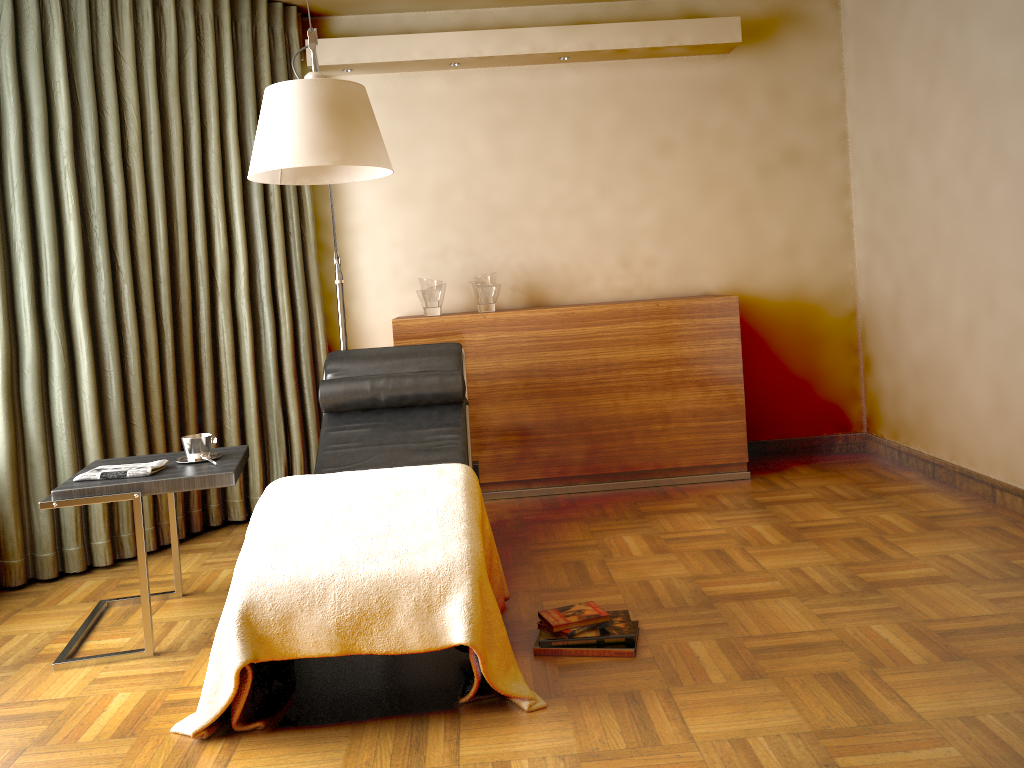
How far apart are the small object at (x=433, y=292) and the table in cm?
142

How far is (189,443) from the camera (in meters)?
2.91

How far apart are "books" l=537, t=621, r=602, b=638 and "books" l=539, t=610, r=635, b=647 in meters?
0.0

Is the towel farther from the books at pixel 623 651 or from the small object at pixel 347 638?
the books at pixel 623 651

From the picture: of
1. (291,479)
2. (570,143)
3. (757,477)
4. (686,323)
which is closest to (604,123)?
(570,143)

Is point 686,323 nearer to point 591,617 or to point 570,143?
point 570,143

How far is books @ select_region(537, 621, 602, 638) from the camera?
2.5 meters

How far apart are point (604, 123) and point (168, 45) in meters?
2.1

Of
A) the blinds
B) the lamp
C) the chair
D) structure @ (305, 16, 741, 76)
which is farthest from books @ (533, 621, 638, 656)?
structure @ (305, 16, 741, 76)

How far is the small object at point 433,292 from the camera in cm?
427
